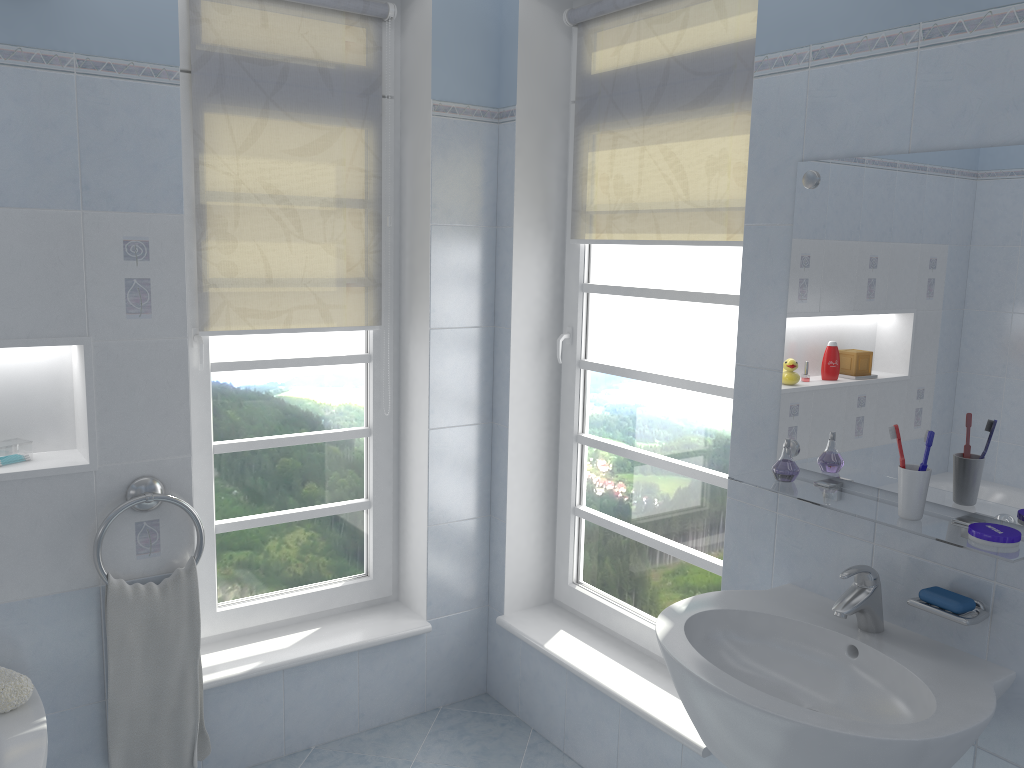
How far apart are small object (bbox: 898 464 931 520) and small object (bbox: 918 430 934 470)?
0.01m

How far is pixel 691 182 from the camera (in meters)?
2.47

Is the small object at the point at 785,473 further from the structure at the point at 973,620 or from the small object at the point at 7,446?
the small object at the point at 7,446

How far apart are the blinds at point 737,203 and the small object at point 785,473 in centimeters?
66cm

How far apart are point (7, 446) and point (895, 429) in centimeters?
212cm

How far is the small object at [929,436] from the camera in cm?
163

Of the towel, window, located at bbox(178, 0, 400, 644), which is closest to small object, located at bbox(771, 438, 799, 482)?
window, located at bbox(178, 0, 400, 644)

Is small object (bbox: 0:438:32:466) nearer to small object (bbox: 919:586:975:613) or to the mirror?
the mirror

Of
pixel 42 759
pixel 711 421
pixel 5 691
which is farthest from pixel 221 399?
pixel 711 421

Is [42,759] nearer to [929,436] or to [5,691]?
[5,691]
